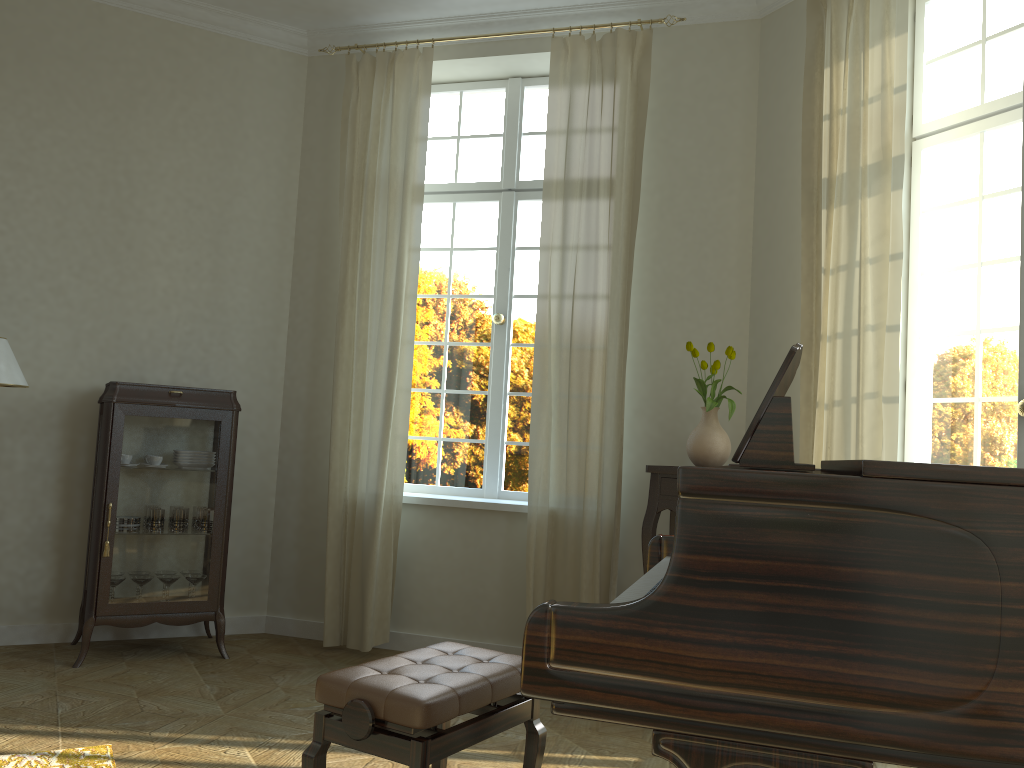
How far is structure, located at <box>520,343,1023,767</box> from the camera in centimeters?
131cm

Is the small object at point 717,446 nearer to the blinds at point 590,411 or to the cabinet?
the blinds at point 590,411

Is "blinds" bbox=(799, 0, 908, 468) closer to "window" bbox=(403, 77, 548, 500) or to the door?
the door

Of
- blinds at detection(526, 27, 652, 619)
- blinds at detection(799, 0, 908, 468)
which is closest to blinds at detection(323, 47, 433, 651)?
blinds at detection(526, 27, 652, 619)

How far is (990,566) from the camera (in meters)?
1.31

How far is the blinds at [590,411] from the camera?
4.5m

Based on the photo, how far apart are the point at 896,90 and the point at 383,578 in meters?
3.4 m

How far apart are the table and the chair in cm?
173

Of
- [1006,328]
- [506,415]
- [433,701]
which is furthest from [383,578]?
[1006,328]

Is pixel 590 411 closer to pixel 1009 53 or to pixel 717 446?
pixel 717 446
